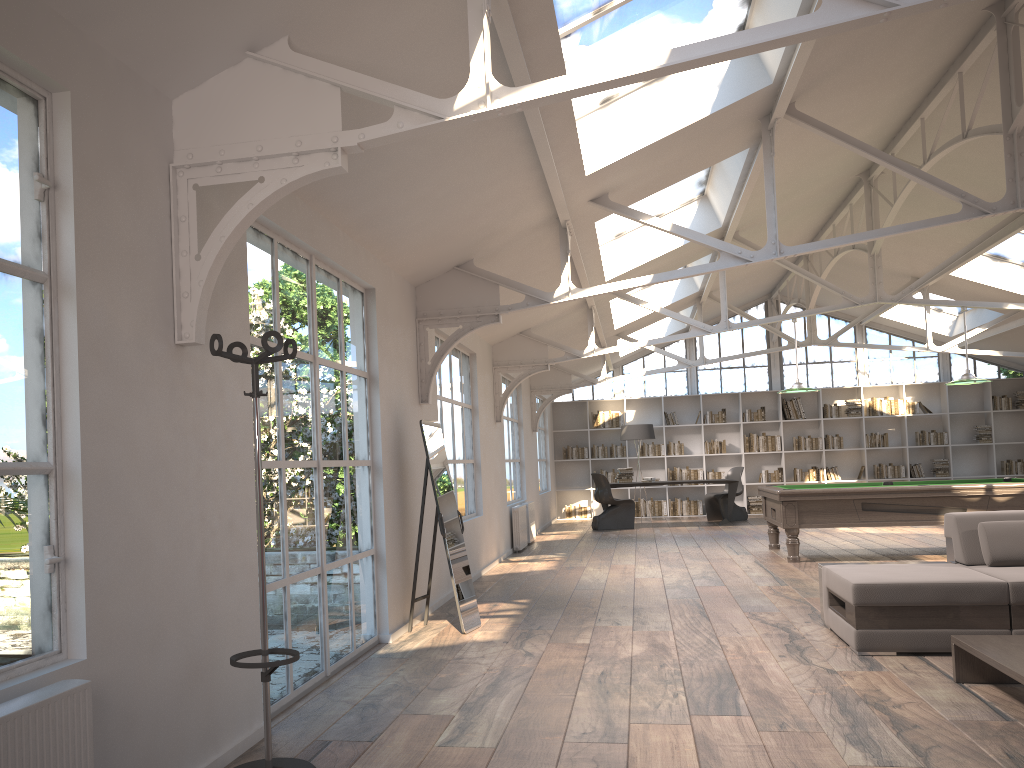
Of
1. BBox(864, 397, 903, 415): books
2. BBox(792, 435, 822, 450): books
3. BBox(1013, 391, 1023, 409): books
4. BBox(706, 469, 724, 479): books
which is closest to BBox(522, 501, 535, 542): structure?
BBox(706, 469, 724, 479): books

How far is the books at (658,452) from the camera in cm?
1721

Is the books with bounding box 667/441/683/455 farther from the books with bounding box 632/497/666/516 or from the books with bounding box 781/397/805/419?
the books with bounding box 781/397/805/419

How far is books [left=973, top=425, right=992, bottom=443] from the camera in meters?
16.3 m

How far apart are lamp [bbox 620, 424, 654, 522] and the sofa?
10.0m

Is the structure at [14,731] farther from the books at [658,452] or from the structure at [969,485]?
the books at [658,452]

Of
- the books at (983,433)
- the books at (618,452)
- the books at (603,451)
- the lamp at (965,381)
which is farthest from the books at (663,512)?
the lamp at (965,381)

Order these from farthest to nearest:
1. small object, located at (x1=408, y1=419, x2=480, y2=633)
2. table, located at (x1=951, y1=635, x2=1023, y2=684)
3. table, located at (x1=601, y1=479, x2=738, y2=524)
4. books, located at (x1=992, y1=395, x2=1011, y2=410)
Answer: books, located at (x1=992, y1=395, x2=1011, y2=410) → table, located at (x1=601, y1=479, x2=738, y2=524) → small object, located at (x1=408, y1=419, x2=480, y2=633) → table, located at (x1=951, y1=635, x2=1023, y2=684)

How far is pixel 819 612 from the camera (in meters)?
6.32

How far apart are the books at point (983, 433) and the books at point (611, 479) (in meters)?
6.74
